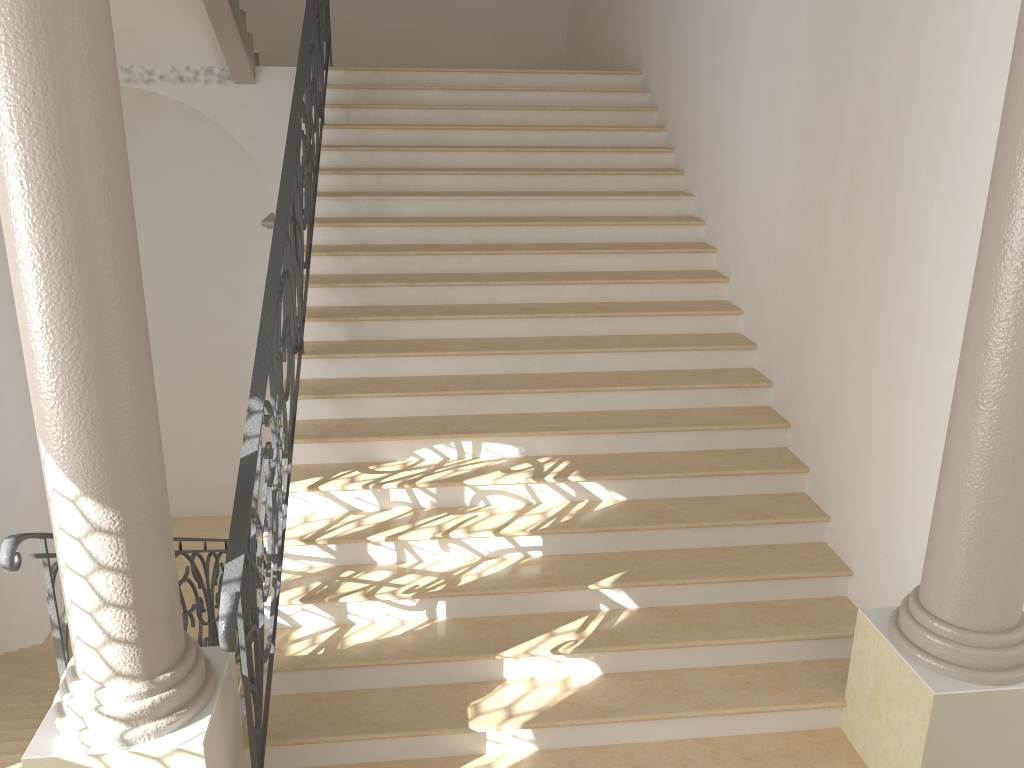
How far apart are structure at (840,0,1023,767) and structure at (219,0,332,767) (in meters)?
2.60

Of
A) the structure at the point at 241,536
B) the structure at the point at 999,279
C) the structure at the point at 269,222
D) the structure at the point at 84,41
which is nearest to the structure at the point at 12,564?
the structure at the point at 84,41

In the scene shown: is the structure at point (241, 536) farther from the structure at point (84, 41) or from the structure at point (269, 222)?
the structure at point (269, 222)

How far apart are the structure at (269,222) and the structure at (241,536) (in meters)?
1.65

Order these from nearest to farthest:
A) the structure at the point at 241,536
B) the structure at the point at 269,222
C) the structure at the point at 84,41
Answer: the structure at the point at 84,41 → the structure at the point at 241,536 → the structure at the point at 269,222

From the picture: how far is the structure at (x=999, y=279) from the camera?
3.1m

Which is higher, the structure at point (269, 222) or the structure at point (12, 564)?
the structure at point (269, 222)

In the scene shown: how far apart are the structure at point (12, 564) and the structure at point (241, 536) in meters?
0.7 m

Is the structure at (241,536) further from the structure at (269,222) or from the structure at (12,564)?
the structure at (269,222)

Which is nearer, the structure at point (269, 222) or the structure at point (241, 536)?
the structure at point (241, 536)
